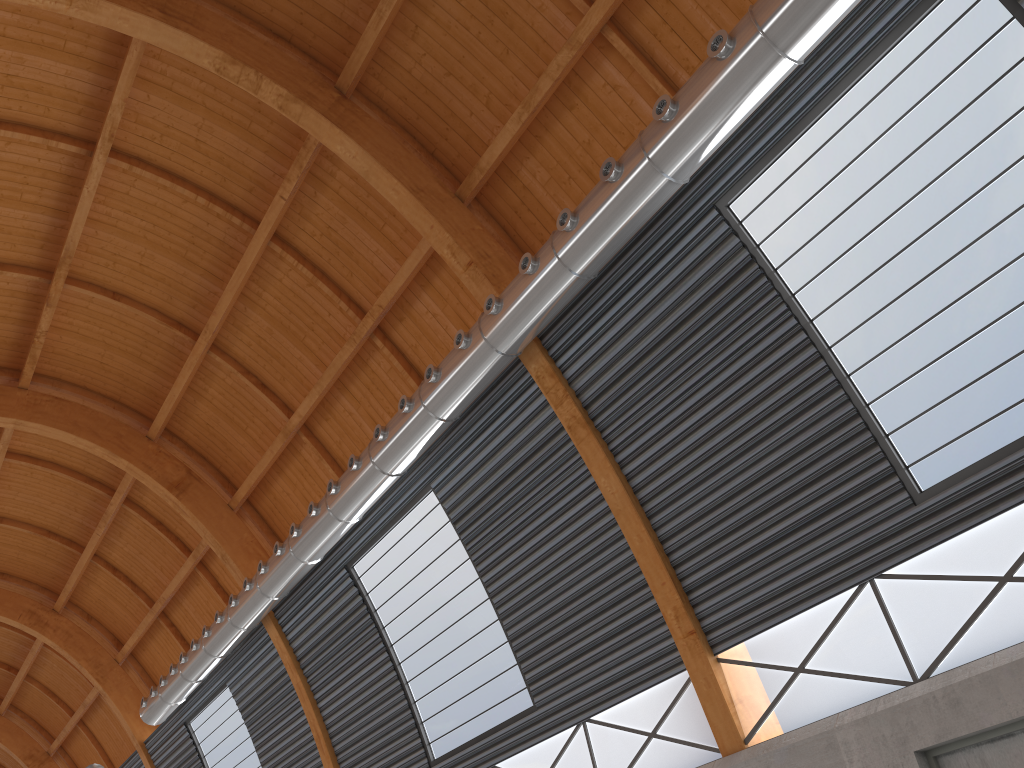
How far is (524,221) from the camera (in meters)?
21.87

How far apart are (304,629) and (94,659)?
19.12m

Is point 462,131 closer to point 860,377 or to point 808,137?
point 808,137
